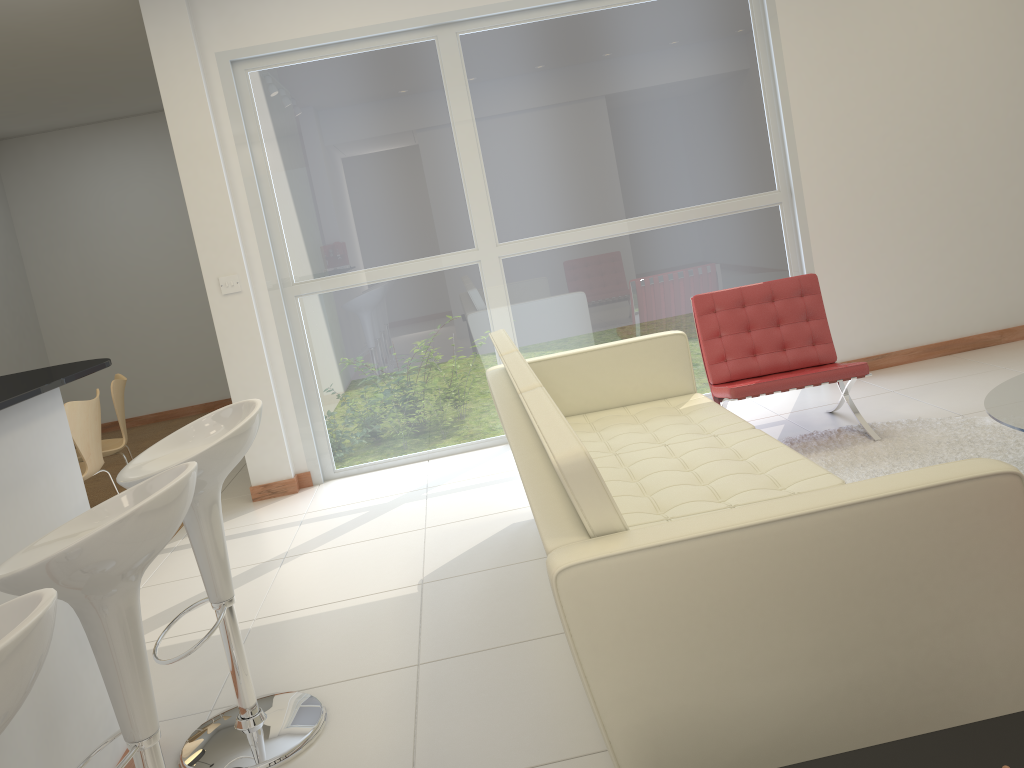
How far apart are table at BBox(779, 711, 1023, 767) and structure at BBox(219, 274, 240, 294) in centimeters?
453cm

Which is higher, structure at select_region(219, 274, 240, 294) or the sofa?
structure at select_region(219, 274, 240, 294)

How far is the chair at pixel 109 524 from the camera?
1.7 meters

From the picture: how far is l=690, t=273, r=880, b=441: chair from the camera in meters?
4.4

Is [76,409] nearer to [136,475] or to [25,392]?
[136,475]

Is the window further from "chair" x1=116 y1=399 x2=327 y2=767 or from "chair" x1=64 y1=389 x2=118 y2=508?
"chair" x1=116 y1=399 x2=327 y2=767

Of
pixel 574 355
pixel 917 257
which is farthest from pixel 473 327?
pixel 917 257

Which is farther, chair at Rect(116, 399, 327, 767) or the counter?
chair at Rect(116, 399, 327, 767)

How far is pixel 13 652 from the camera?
1.13m

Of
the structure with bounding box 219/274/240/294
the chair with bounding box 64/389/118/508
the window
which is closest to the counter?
the chair with bounding box 64/389/118/508
